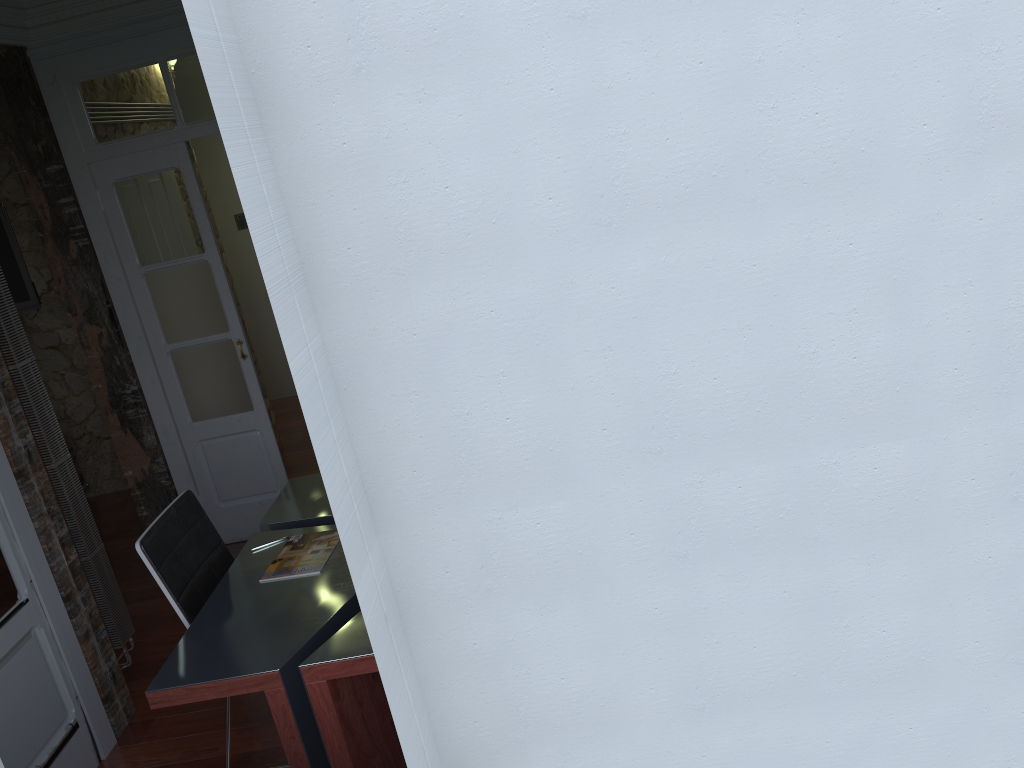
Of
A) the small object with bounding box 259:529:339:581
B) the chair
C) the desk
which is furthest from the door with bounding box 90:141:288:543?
the small object with bounding box 259:529:339:581

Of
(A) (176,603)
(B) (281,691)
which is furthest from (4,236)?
(B) (281,691)

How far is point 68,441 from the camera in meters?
6.1

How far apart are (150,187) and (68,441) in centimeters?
251cm

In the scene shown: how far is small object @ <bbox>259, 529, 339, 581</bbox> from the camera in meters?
3.0 m

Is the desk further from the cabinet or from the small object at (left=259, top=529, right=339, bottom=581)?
the cabinet

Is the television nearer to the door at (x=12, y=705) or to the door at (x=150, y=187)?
the door at (x=150, y=187)

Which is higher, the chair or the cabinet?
the chair

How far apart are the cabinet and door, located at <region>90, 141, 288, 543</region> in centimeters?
178cm

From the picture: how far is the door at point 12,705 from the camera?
3.0m
